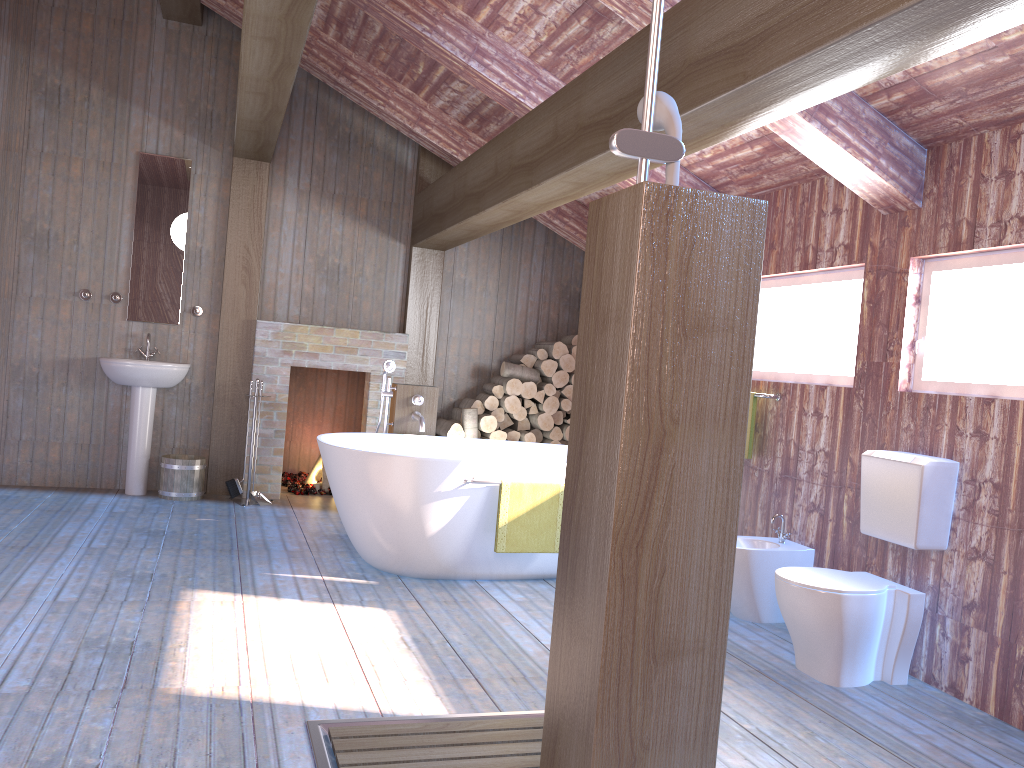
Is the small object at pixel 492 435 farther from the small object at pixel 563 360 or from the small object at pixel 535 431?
the small object at pixel 563 360

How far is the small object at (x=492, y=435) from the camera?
6.73m

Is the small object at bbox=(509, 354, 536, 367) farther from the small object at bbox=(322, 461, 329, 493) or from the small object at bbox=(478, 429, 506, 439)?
the small object at bbox=(322, 461, 329, 493)

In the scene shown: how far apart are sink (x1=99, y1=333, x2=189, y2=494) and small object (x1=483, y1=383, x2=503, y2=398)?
2.2m

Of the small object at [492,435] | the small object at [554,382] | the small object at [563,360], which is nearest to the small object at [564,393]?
the small object at [554,382]

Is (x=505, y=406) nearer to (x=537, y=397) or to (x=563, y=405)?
(x=537, y=397)

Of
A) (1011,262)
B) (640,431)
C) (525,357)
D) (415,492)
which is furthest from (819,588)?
(525,357)

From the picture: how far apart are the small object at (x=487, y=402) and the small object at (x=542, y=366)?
0.43m

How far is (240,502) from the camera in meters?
6.2 m

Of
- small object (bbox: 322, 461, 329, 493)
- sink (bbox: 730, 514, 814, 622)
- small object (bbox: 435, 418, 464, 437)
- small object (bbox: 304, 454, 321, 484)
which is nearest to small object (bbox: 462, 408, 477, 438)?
small object (bbox: 435, 418, 464, 437)
